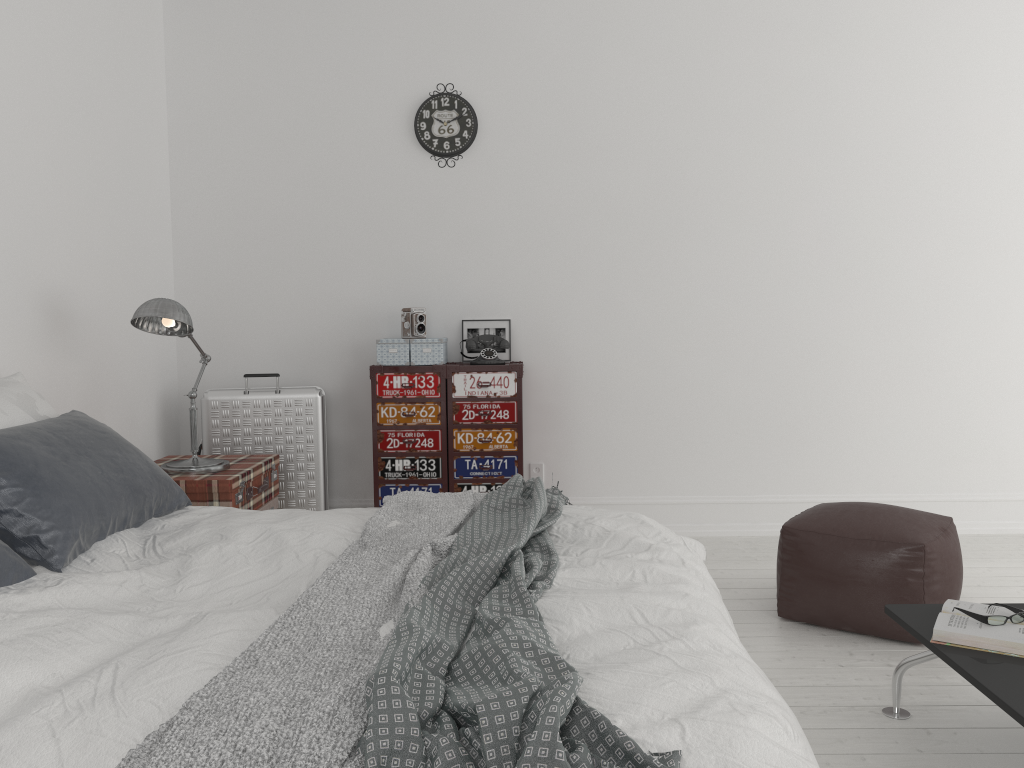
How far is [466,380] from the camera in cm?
437

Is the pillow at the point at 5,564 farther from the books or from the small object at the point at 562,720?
the books

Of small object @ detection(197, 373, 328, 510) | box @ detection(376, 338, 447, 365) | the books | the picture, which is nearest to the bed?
the books

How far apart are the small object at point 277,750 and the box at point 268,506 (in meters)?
1.10

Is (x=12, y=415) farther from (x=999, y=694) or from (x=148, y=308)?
(x=999, y=694)

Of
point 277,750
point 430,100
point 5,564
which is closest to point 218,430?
point 430,100

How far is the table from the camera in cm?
195

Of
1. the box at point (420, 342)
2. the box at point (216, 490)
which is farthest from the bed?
the box at point (420, 342)

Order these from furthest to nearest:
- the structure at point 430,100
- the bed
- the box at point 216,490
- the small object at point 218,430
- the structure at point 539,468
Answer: the structure at point 539,468 < the structure at point 430,100 < the small object at point 218,430 < the box at point 216,490 < the bed

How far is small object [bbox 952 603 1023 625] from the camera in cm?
227
